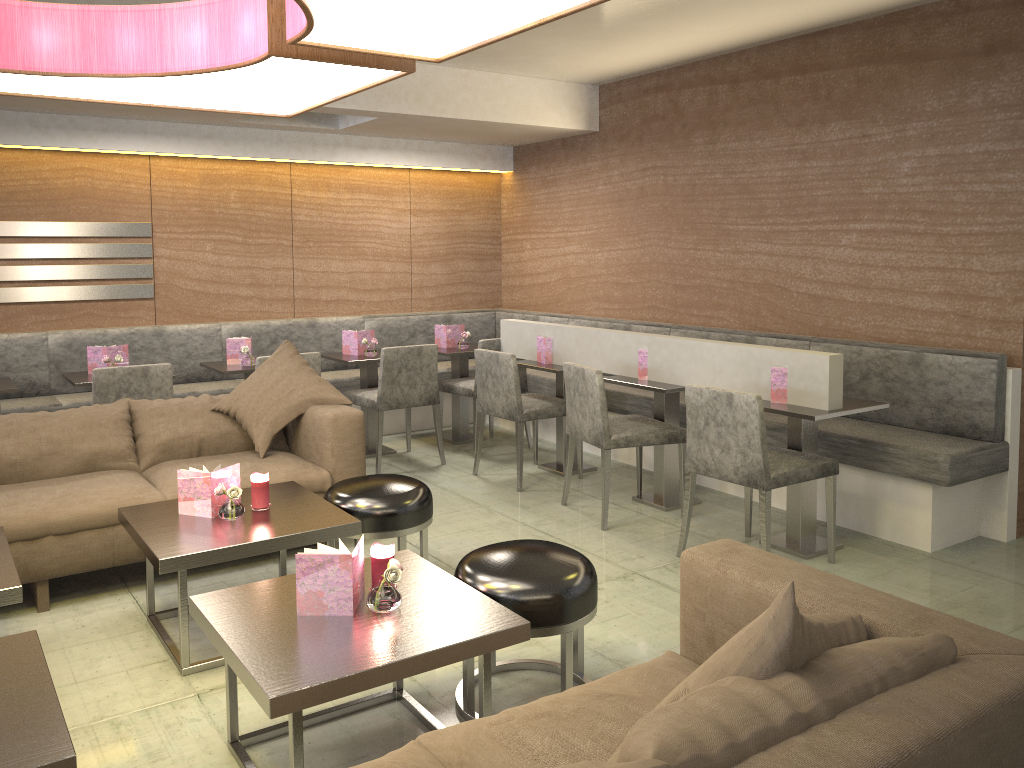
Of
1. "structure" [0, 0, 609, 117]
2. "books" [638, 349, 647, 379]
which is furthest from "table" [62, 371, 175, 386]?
"books" [638, 349, 647, 379]

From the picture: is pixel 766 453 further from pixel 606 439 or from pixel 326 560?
pixel 326 560

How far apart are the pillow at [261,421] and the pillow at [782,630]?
2.77m

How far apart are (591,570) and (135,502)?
1.9 meters

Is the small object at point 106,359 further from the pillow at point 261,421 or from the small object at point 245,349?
the pillow at point 261,421

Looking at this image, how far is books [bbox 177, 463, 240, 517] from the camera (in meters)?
3.09

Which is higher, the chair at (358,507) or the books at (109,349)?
the books at (109,349)

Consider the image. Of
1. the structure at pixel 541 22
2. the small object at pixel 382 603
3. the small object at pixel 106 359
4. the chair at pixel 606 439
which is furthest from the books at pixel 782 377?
the small object at pixel 106 359

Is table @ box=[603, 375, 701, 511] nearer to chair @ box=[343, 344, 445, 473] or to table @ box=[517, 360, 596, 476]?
table @ box=[517, 360, 596, 476]

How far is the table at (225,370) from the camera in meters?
5.1 m
